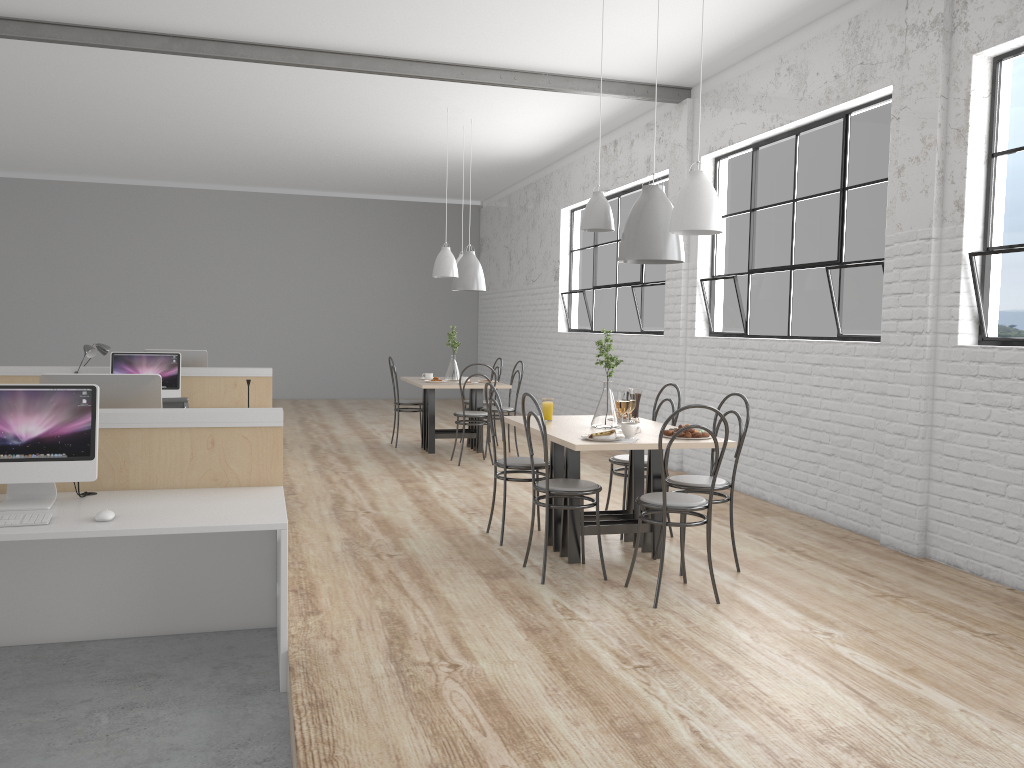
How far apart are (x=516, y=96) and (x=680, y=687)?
4.77m

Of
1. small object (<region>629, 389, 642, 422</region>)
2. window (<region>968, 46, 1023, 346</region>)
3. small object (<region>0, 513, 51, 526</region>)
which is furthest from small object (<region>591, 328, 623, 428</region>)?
small object (<region>0, 513, 51, 526</region>)

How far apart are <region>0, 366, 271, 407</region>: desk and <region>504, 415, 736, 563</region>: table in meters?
2.5

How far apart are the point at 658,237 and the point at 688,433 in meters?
0.8 m

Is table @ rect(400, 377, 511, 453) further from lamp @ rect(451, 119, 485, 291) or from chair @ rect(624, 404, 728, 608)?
chair @ rect(624, 404, 728, 608)

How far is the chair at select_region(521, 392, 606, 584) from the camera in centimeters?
325cm

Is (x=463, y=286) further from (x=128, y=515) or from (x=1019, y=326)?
(x=128, y=515)

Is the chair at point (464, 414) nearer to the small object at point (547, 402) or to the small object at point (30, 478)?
the small object at point (547, 402)

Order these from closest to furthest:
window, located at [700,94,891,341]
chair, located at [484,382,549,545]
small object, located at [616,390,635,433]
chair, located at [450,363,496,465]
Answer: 1. small object, located at [616,390,635,433]
2. chair, located at [484,382,549,545]
3. window, located at [700,94,891,341]
4. chair, located at [450,363,496,465]

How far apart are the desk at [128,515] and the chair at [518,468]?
1.07m
